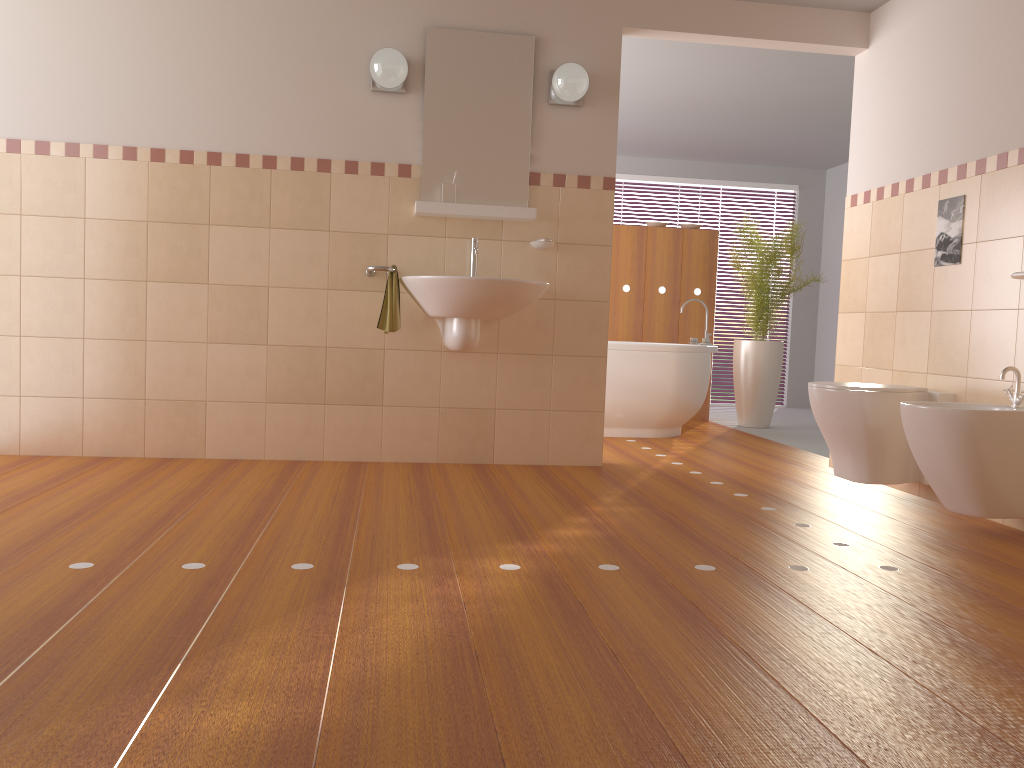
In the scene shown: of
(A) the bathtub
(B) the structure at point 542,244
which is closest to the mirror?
(B) the structure at point 542,244

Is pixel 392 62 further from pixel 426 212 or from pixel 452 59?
pixel 426 212

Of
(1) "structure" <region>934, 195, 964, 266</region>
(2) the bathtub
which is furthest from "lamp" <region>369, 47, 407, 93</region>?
(1) "structure" <region>934, 195, 964, 266</region>

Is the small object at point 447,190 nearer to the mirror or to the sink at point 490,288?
the mirror

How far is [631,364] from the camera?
5.5m

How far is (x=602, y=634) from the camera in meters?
1.9 m

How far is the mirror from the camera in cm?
409

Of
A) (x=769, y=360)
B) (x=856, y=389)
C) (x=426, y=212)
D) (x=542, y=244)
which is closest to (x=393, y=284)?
(x=426, y=212)

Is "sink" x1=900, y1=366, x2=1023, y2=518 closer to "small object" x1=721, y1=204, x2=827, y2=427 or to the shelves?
the shelves

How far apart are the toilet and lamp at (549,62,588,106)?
1.66m
